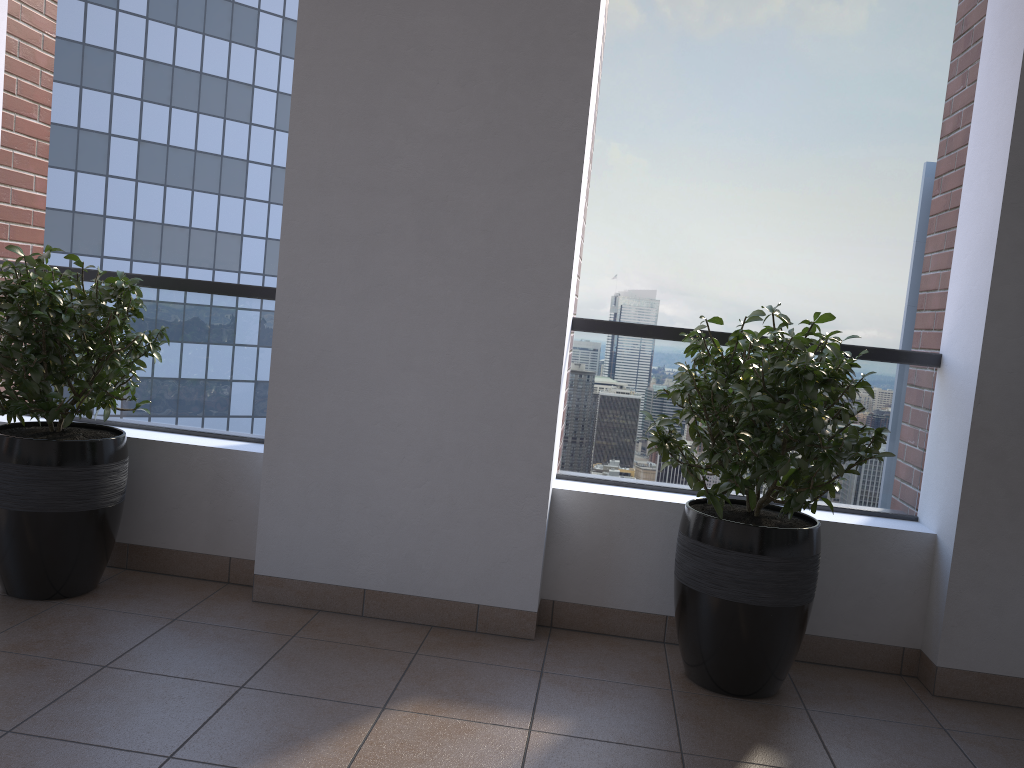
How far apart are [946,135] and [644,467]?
1.67m

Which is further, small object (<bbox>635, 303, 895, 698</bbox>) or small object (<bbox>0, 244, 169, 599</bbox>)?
small object (<bbox>0, 244, 169, 599</bbox>)

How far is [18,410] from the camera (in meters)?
2.79

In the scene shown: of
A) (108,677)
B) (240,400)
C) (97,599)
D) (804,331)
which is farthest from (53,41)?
(804,331)

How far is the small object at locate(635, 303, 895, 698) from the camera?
2.5 meters

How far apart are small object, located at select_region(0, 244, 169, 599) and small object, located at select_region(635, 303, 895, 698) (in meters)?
1.71

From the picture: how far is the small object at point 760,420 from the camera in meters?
2.5 m

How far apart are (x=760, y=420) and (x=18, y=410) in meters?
2.3 m
